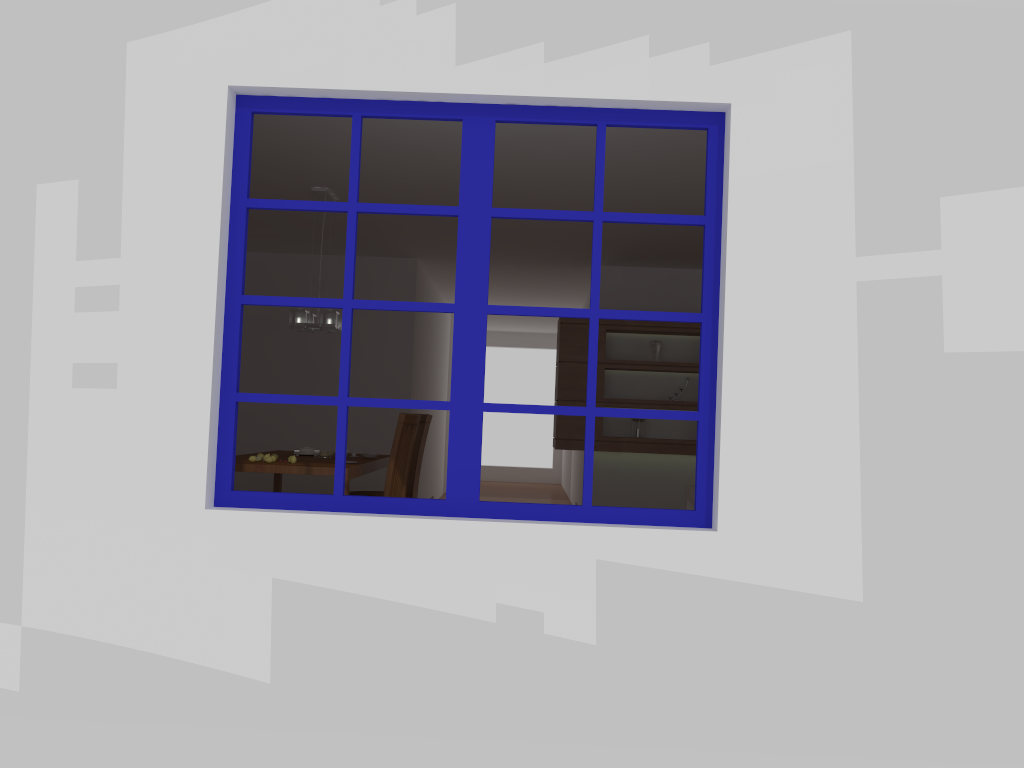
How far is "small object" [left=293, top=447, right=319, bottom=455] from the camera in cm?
605

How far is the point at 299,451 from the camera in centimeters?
605cm

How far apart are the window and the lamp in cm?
266

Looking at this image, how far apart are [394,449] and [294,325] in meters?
1.1

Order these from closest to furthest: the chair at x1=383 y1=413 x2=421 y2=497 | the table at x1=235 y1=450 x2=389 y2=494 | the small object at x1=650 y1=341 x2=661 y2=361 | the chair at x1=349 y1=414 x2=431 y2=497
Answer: the table at x1=235 y1=450 x2=389 y2=494, the chair at x1=383 y1=413 x2=421 y2=497, the chair at x1=349 y1=414 x2=431 y2=497, the small object at x1=650 y1=341 x2=661 y2=361

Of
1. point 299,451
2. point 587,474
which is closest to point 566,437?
point 299,451

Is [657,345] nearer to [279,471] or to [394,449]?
[394,449]

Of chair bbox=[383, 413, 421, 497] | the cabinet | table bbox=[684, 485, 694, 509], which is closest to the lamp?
chair bbox=[383, 413, 421, 497]

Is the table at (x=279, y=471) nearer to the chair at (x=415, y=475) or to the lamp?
the chair at (x=415, y=475)

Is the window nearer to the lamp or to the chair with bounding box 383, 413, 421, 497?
the chair with bounding box 383, 413, 421, 497
